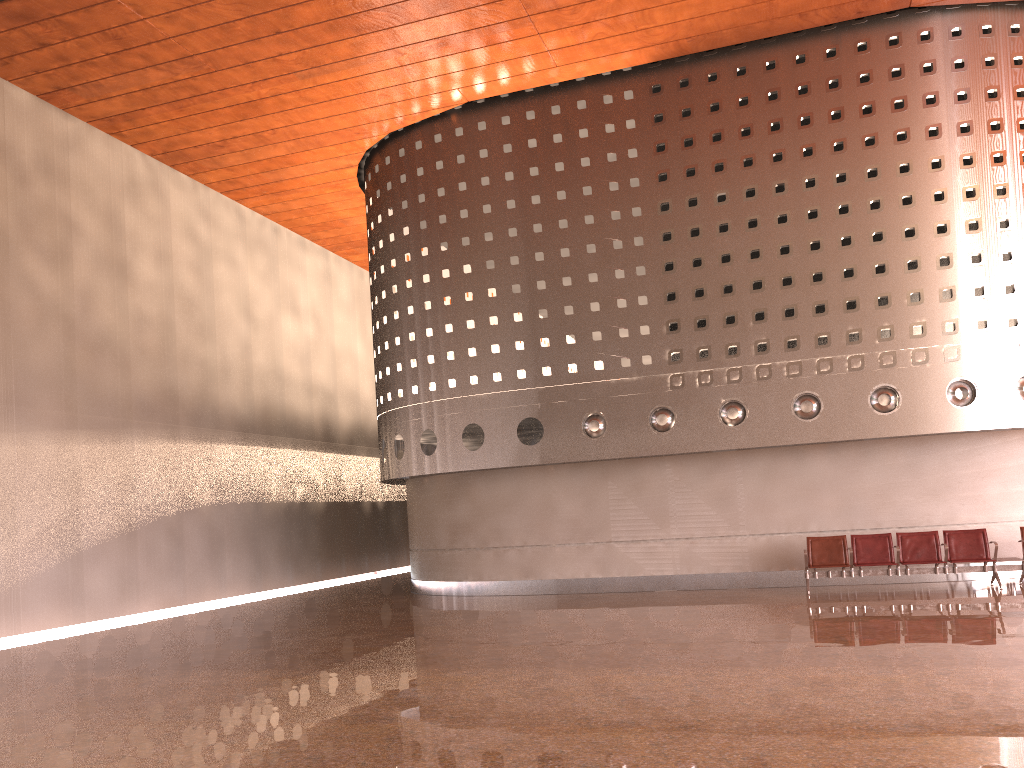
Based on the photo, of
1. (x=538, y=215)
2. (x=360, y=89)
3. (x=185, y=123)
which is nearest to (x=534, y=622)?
(x=538, y=215)

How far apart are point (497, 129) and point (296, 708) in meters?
12.1 m
